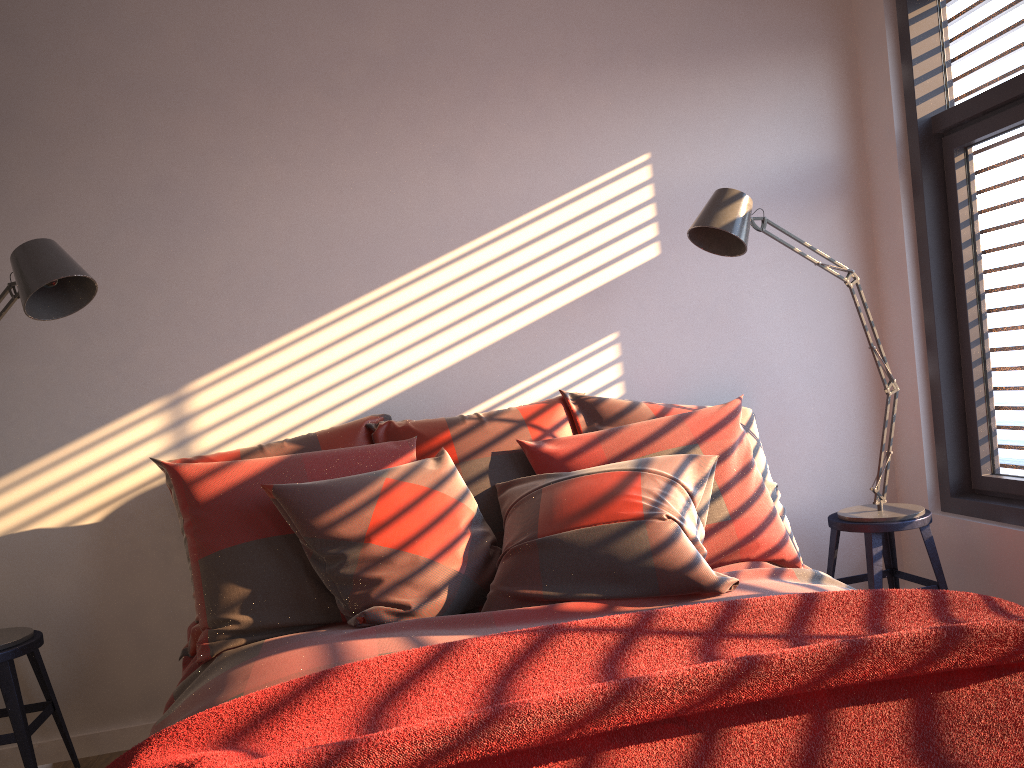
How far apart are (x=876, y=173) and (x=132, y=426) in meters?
2.9

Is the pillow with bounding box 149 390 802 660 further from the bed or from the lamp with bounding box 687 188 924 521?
the lamp with bounding box 687 188 924 521

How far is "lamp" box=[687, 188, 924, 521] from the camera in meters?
2.7 m

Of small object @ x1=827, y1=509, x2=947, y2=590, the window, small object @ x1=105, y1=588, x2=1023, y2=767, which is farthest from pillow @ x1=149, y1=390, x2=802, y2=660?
the window

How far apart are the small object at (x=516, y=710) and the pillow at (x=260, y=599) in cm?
75

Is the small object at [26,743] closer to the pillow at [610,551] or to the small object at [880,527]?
the pillow at [610,551]

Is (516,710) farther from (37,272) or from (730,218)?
(730,218)

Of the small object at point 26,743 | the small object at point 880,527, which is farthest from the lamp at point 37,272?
the small object at point 880,527

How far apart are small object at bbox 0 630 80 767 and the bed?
0.49m

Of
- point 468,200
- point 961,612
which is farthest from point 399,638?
point 468,200
